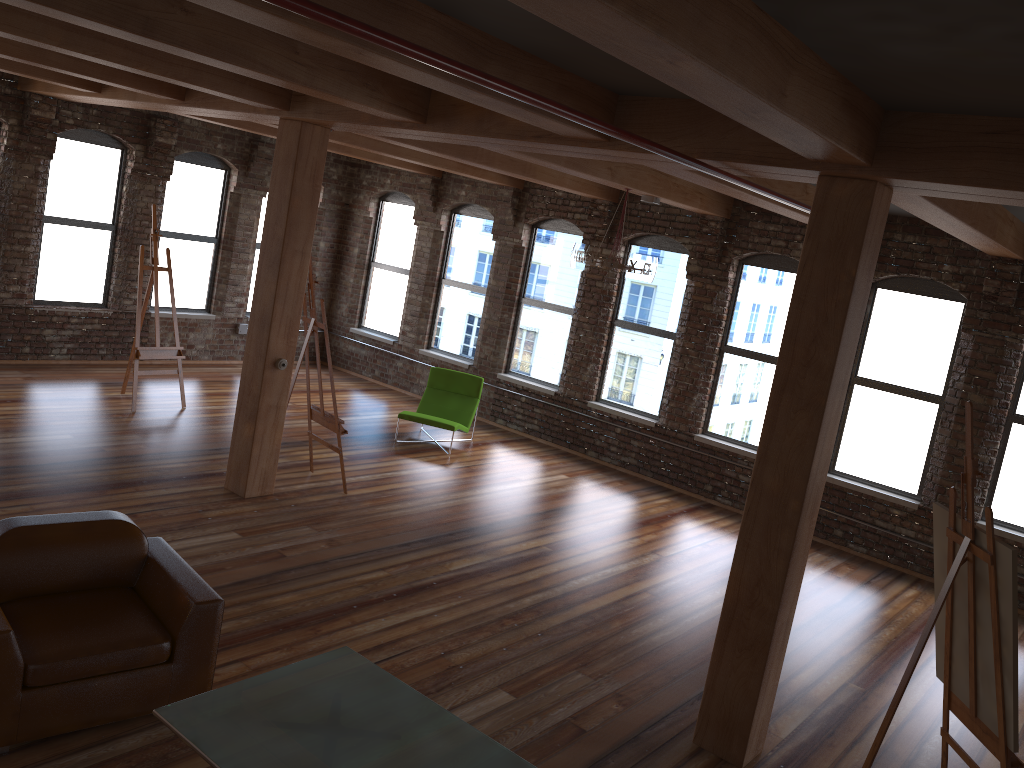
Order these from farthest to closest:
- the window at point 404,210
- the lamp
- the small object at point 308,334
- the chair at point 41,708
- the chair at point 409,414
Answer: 1. the window at point 404,210
2. the chair at point 409,414
3. the lamp
4. the small object at point 308,334
5. the chair at point 41,708

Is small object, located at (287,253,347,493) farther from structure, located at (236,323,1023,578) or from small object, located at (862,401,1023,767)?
structure, located at (236,323,1023,578)

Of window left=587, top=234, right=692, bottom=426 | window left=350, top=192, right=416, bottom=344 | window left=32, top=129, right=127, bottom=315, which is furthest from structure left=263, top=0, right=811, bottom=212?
window left=32, top=129, right=127, bottom=315

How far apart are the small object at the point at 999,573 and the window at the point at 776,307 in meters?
5.0

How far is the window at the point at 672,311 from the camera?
10.41m

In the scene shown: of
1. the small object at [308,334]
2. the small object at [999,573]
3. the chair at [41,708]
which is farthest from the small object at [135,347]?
the small object at [999,573]

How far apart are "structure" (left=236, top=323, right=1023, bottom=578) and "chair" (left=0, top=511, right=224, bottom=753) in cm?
815

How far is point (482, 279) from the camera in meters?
12.2

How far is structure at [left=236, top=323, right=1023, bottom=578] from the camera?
12.5m

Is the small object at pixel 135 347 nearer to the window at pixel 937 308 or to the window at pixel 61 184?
the window at pixel 61 184
